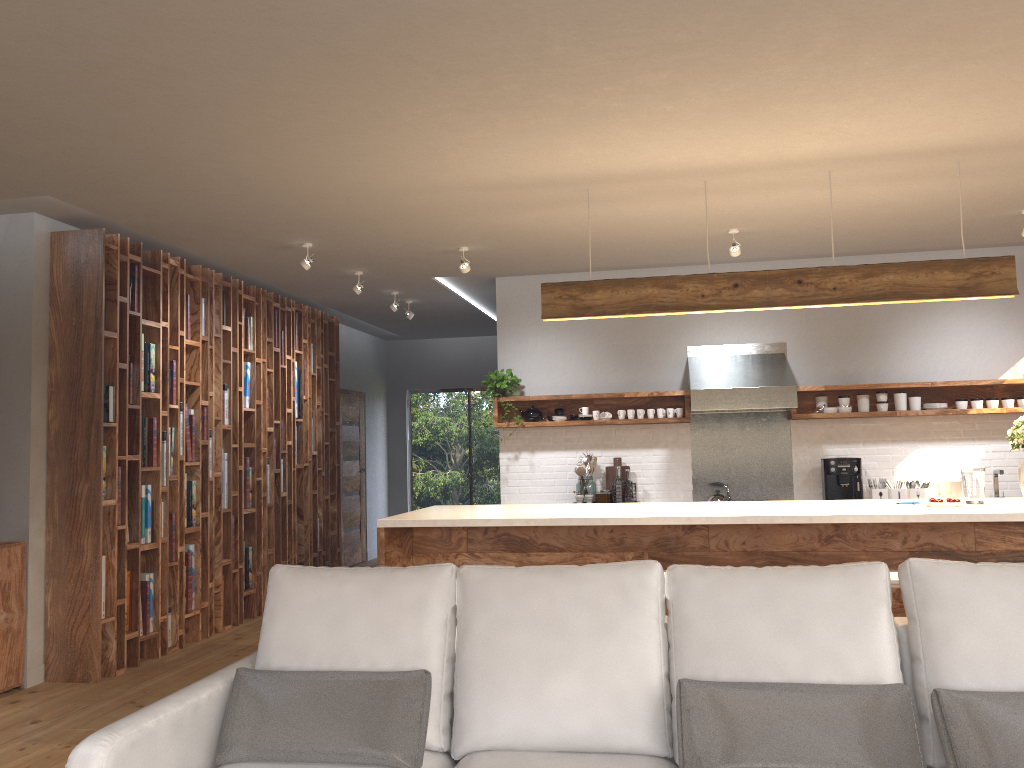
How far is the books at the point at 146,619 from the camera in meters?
5.7

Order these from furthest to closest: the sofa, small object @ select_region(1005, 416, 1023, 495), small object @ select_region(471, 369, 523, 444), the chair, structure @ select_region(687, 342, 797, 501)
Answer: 1. small object @ select_region(471, 369, 523, 444)
2. structure @ select_region(687, 342, 797, 501)
3. small object @ select_region(1005, 416, 1023, 495)
4. the chair
5. the sofa

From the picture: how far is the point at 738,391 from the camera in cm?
664

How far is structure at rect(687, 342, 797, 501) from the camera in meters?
6.6

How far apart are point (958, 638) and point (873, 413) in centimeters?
473cm

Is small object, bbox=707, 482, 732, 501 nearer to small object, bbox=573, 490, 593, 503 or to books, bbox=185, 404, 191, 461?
small object, bbox=573, 490, 593, 503

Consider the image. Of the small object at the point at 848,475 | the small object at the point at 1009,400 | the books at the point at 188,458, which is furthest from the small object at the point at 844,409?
the books at the point at 188,458

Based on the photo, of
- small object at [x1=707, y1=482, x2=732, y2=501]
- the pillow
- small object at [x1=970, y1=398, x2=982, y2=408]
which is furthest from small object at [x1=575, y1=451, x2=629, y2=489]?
the pillow

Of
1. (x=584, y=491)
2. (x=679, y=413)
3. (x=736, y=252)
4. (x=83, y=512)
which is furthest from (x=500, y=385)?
(x=83, y=512)

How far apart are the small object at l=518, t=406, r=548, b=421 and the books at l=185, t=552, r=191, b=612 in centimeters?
281cm
